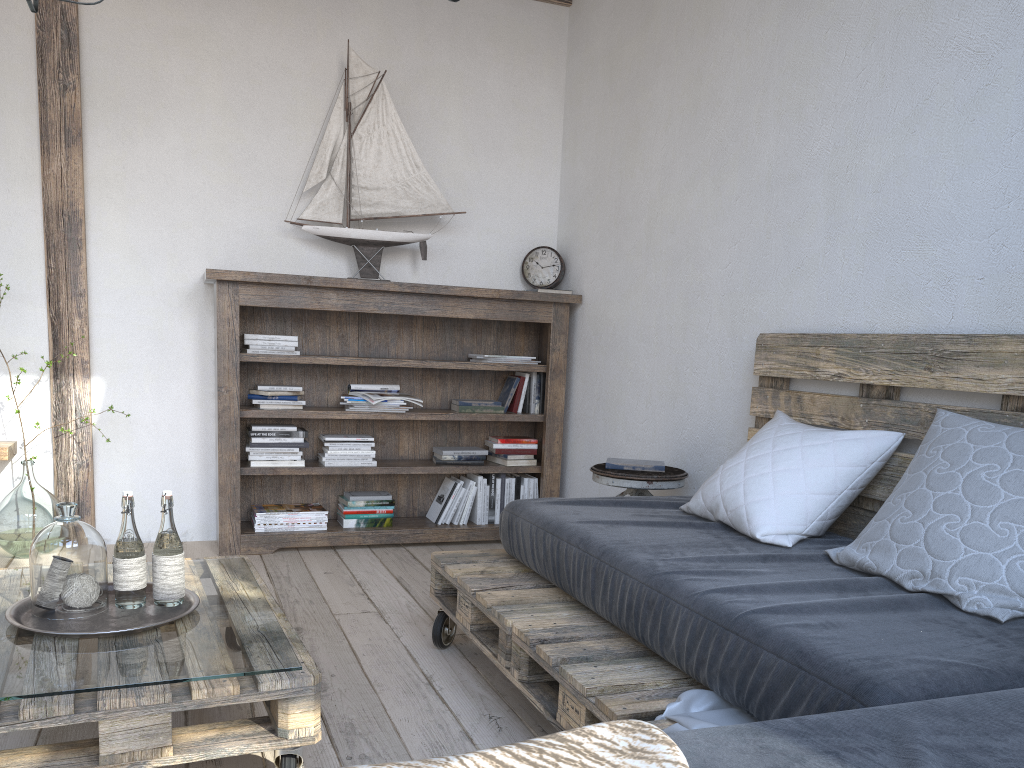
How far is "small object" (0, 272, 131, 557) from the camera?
3.4 meters

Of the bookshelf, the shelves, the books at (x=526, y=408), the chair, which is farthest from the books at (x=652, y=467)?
the shelves

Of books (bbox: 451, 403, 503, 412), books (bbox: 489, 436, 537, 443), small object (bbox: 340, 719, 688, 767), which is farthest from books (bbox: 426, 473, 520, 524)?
small object (bbox: 340, 719, 688, 767)

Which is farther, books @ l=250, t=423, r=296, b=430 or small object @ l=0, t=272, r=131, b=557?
books @ l=250, t=423, r=296, b=430

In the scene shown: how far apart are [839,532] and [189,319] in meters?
2.8

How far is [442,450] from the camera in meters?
4.0

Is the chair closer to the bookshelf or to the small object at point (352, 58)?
the bookshelf

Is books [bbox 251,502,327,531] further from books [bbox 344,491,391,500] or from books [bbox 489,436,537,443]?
books [bbox 489,436,537,443]

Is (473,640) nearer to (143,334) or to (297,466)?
(297,466)

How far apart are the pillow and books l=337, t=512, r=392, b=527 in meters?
Result: 1.8 m
